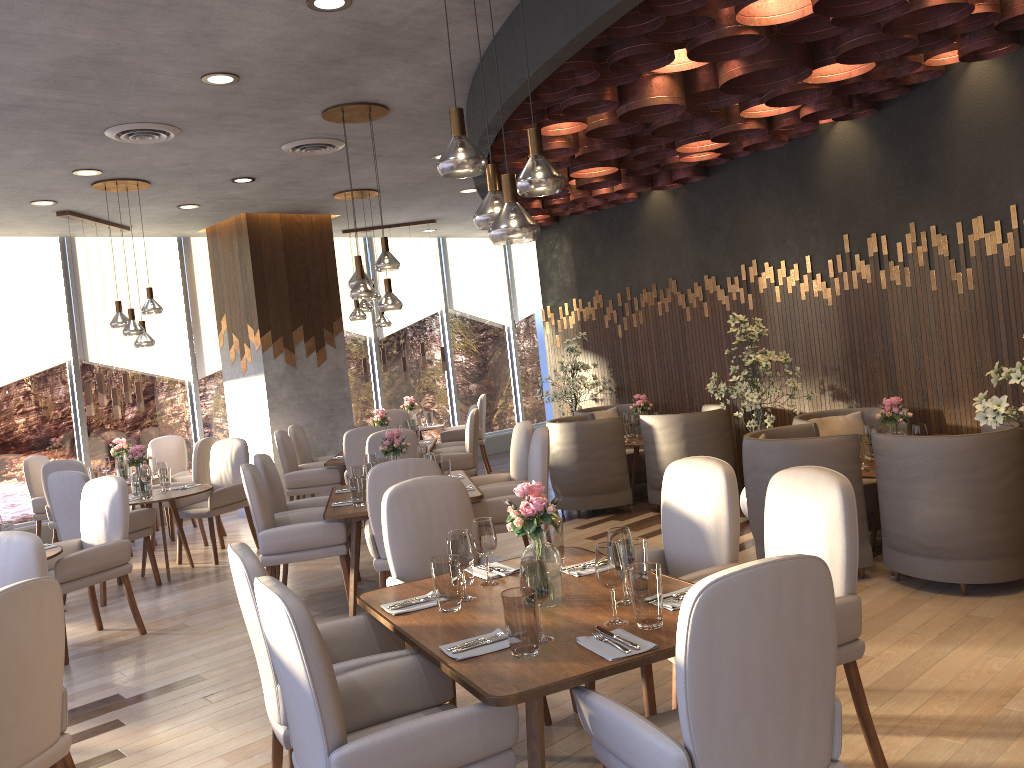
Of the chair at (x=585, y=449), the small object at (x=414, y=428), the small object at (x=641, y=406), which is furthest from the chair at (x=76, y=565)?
the small object at (x=641, y=406)

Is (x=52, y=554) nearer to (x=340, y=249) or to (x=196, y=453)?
(x=196, y=453)

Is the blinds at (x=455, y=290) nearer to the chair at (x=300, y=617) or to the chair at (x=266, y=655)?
the chair at (x=266, y=655)

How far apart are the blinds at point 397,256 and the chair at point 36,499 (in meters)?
4.52

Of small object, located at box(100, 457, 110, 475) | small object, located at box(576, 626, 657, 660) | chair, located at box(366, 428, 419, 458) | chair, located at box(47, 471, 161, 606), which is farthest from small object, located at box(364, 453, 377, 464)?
small object, located at box(100, 457, 110, 475)

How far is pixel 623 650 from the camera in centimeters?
244cm

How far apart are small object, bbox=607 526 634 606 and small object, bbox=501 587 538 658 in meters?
0.4

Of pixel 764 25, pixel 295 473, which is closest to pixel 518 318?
pixel 295 473

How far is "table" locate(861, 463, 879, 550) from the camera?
5.2 meters

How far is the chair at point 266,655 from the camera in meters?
2.7
